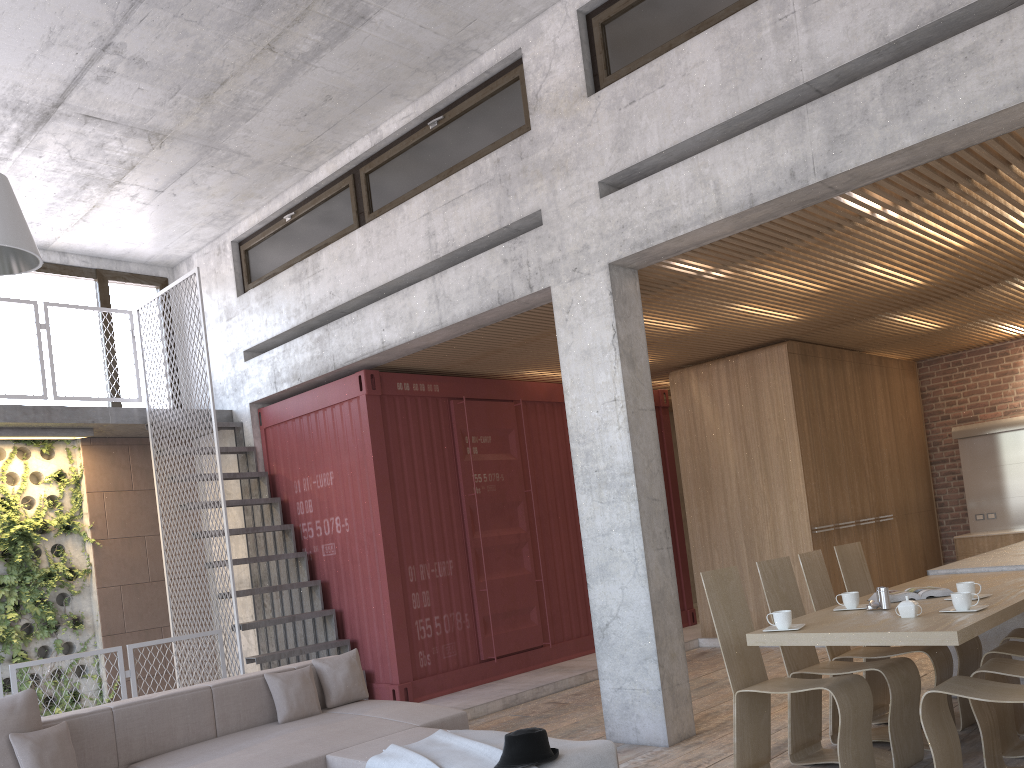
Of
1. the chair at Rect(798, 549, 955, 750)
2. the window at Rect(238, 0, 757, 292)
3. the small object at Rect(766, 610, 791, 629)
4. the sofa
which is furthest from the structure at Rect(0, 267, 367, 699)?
the small object at Rect(766, 610, 791, 629)

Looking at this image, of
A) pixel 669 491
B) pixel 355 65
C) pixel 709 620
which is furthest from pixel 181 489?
pixel 709 620

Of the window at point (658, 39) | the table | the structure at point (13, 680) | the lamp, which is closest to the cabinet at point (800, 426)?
the table

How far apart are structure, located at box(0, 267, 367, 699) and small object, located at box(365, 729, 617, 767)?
3.4 meters

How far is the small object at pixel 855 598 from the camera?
4.8 meters

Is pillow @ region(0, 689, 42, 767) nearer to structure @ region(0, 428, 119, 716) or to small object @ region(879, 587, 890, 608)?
structure @ region(0, 428, 119, 716)

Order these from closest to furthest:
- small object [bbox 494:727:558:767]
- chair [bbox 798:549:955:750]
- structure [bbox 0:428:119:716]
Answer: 1. small object [bbox 494:727:558:767]
2. chair [bbox 798:549:955:750]
3. structure [bbox 0:428:119:716]

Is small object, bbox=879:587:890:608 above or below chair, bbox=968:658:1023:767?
above

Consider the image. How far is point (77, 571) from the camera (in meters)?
8.90

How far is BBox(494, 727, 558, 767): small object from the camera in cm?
374
